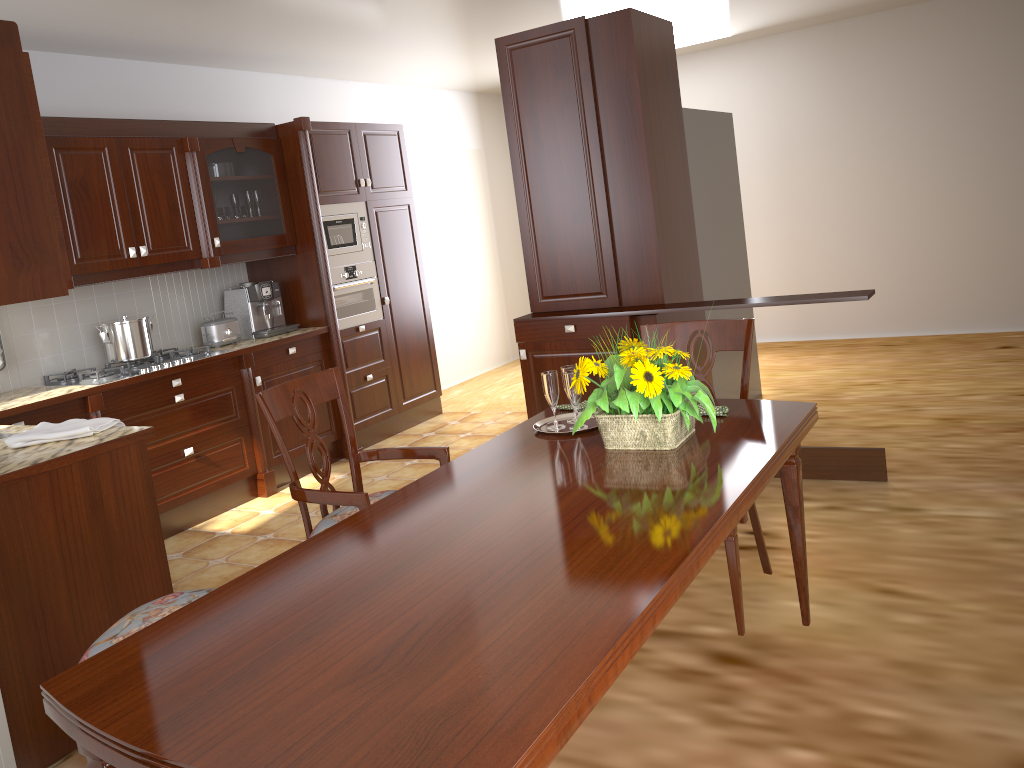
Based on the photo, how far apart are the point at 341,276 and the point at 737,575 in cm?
371

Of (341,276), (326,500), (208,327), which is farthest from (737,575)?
(341,276)

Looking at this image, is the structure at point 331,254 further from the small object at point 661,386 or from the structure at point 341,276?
the small object at point 661,386

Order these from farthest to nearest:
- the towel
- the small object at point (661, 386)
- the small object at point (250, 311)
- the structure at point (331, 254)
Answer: the structure at point (331, 254) → the small object at point (250, 311) → the towel → the small object at point (661, 386)

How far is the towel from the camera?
2.70m

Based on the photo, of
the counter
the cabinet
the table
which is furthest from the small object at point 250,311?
the table

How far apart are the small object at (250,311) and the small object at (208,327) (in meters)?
0.11

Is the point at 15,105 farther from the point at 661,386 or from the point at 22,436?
the point at 661,386

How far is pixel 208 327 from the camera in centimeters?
484cm

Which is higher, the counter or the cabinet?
the cabinet
